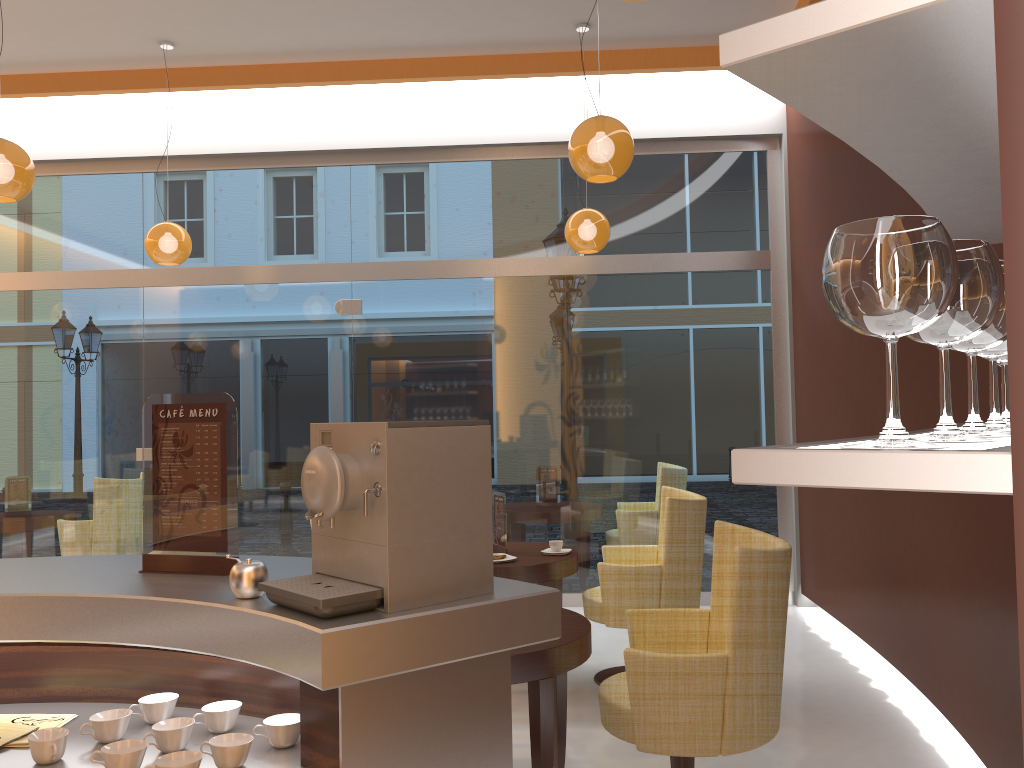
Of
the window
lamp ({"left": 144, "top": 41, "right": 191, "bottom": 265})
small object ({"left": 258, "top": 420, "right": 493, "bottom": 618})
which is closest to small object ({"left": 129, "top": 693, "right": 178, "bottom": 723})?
small object ({"left": 258, "top": 420, "right": 493, "bottom": 618})

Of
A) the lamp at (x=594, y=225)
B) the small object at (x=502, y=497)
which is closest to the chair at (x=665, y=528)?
the small object at (x=502, y=497)

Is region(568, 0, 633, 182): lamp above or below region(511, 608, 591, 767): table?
above

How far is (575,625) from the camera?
3.2m

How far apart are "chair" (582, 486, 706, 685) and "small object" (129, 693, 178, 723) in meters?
2.9 m

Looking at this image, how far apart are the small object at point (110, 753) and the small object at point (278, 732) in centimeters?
21cm

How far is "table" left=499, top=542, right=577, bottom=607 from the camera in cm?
451

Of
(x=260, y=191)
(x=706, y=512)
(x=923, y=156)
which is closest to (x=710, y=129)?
(x=706, y=512)

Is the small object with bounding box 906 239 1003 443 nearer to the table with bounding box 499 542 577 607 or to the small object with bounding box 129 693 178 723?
the small object with bounding box 129 693 178 723

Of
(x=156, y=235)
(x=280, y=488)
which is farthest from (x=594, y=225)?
(x=280, y=488)
